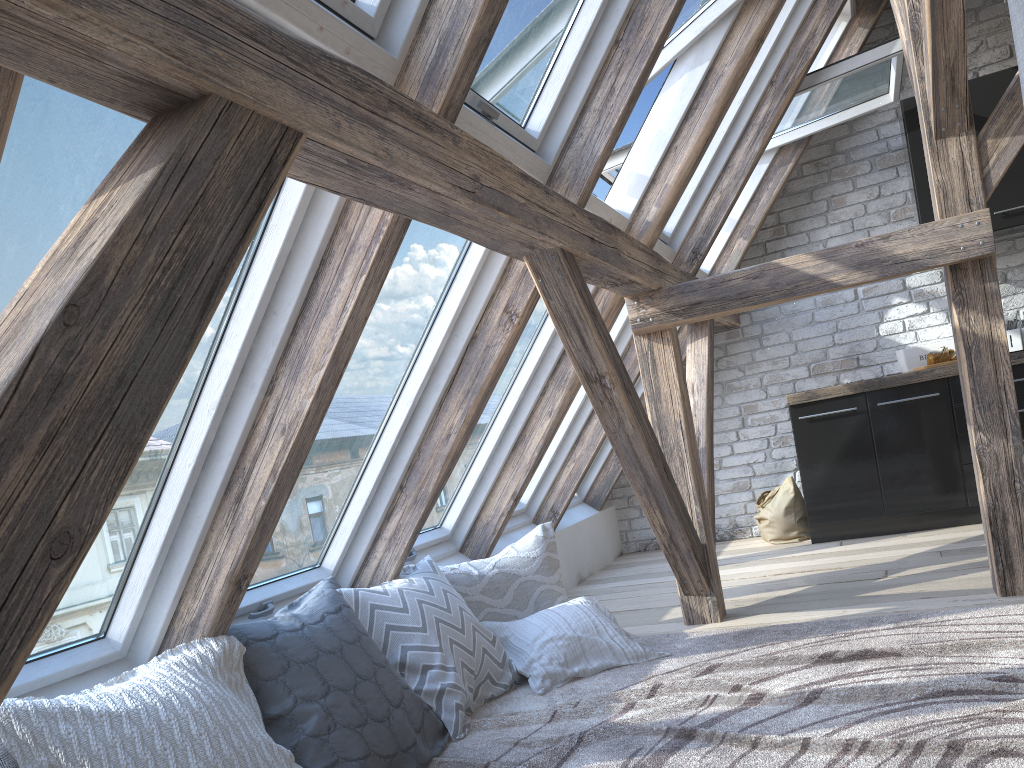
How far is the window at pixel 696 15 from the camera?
3.4m

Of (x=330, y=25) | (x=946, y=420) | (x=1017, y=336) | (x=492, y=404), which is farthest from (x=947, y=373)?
(x=330, y=25)

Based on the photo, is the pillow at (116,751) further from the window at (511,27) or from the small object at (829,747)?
the window at (511,27)

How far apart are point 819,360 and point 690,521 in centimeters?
249cm

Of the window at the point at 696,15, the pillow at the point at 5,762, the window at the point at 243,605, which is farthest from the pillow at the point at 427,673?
the window at the point at 696,15

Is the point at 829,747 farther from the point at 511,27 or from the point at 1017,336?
the point at 1017,336

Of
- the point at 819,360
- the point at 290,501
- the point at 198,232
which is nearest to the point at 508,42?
the point at 290,501

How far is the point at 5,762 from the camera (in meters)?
1.66

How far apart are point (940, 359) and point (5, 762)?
4.5m

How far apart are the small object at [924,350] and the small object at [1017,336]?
0.32m
